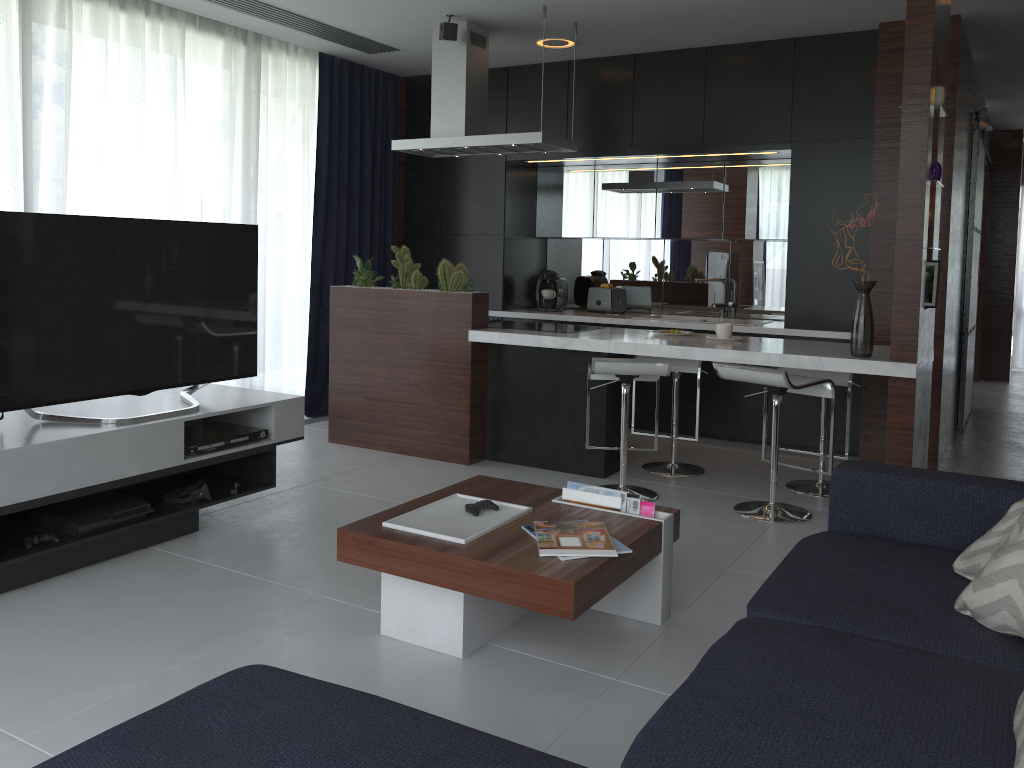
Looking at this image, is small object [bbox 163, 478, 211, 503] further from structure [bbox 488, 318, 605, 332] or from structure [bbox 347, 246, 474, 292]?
structure [bbox 488, 318, 605, 332]

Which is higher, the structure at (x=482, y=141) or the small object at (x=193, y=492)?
the structure at (x=482, y=141)

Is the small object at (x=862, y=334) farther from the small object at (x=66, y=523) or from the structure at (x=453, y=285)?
the small object at (x=66, y=523)

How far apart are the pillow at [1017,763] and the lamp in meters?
4.8

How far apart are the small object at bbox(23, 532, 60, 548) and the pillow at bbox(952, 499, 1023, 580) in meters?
2.9

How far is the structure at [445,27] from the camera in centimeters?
494cm

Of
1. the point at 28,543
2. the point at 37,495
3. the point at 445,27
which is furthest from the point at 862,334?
the point at 445,27

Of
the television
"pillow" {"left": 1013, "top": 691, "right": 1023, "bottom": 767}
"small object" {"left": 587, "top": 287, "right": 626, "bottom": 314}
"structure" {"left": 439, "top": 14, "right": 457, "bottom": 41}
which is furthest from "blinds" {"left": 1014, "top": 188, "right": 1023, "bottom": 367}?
"pillow" {"left": 1013, "top": 691, "right": 1023, "bottom": 767}

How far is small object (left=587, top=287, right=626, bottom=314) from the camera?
6.4m

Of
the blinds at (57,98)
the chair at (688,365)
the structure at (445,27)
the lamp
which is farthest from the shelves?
the lamp
